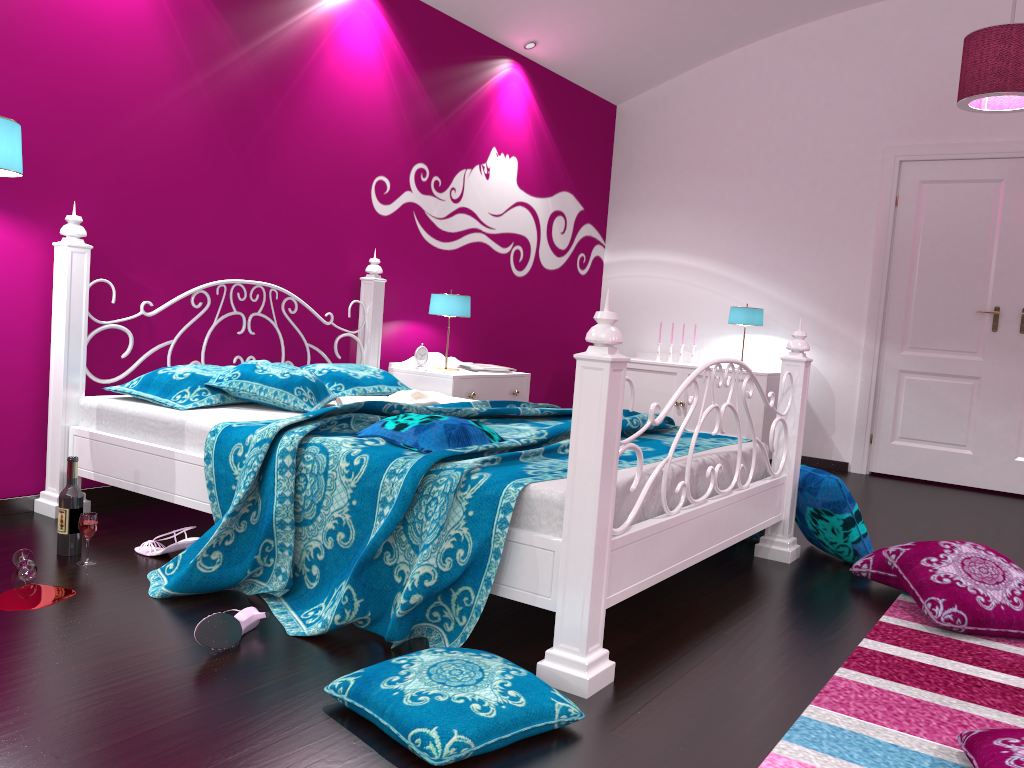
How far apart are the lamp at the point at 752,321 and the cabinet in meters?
0.3 m

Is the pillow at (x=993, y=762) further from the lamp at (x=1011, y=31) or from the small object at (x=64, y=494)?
the lamp at (x=1011, y=31)

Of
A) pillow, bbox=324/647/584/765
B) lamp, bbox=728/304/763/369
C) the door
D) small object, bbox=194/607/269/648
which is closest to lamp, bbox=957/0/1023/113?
the door

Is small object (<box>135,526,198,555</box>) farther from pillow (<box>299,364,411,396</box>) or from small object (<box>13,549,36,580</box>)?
pillow (<box>299,364,411,396</box>)

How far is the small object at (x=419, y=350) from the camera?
4.7m

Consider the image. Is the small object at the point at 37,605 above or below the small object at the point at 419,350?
below

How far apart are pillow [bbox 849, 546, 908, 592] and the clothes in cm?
166

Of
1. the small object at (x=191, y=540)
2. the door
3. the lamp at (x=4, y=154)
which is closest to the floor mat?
the small object at (x=191, y=540)

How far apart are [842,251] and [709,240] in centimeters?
93cm

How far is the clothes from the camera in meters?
3.5
